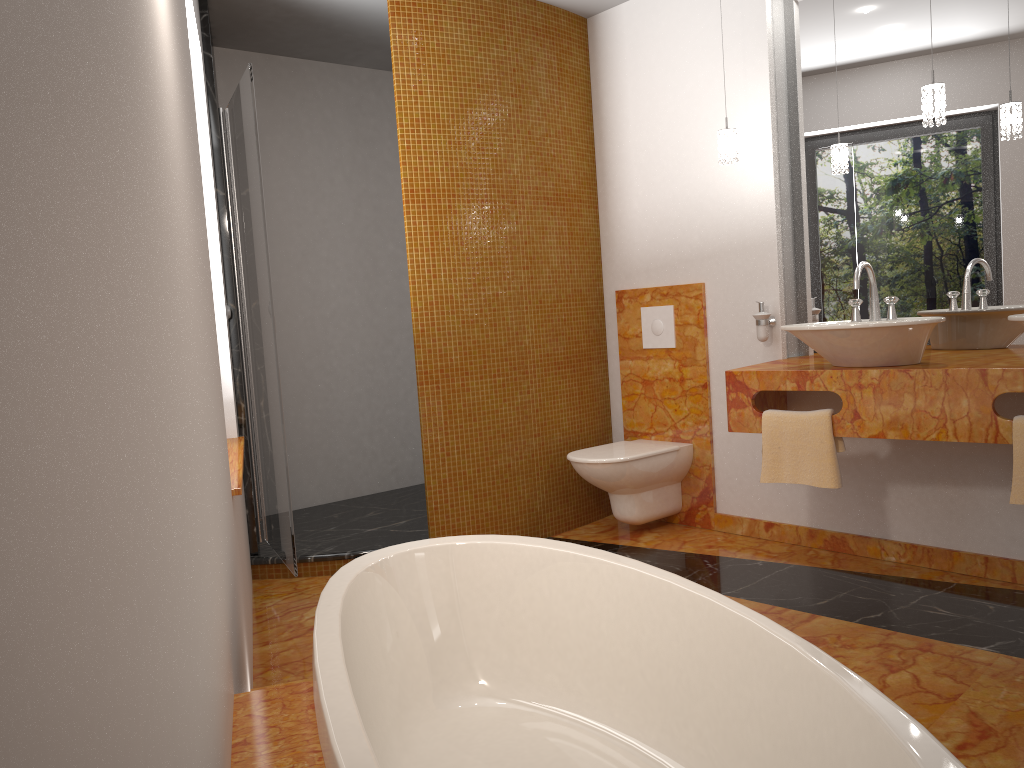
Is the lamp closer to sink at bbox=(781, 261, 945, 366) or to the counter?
sink at bbox=(781, 261, 945, 366)

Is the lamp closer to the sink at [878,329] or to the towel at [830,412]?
the sink at [878,329]

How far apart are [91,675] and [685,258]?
3.88m

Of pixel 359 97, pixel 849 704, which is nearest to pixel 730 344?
pixel 359 97

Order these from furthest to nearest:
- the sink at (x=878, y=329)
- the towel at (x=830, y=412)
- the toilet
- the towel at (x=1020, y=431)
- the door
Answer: the toilet → the door → the towel at (x=830, y=412) → the sink at (x=878, y=329) → the towel at (x=1020, y=431)

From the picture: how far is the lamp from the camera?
2.94m

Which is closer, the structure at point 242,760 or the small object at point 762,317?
the structure at point 242,760

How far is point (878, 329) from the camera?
2.85m

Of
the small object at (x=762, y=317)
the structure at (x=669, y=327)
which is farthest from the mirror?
the structure at (x=669, y=327)

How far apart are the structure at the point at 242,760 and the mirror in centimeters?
272cm
